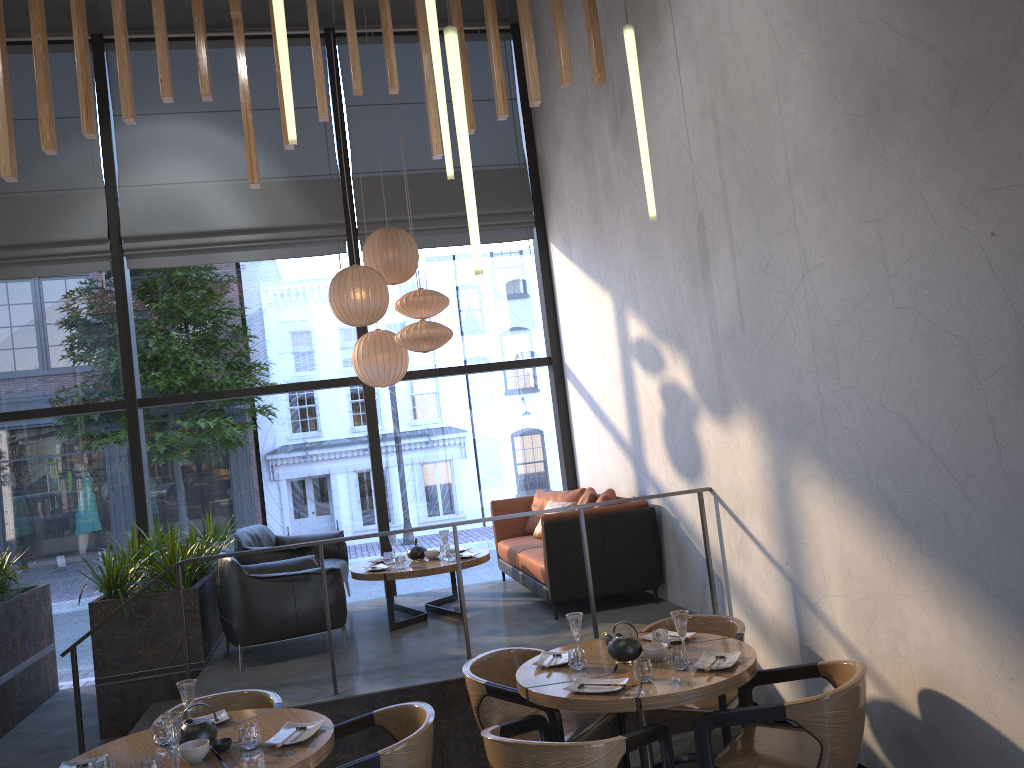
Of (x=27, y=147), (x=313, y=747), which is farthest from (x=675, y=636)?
(x=27, y=147)

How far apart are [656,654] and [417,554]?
3.3 meters

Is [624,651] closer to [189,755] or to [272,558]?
[189,755]

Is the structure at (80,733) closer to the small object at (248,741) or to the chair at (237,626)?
the chair at (237,626)

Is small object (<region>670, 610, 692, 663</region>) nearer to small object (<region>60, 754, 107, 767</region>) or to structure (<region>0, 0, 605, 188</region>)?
small object (<region>60, 754, 107, 767</region>)

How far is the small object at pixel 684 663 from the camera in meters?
3.8 m

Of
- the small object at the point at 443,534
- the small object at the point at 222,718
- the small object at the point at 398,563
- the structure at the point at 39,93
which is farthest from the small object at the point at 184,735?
the small object at the point at 443,534

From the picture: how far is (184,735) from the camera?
3.47m

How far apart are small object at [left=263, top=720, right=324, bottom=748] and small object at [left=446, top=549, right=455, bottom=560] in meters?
3.1

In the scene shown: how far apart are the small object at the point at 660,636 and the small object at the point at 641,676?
0.4 meters
